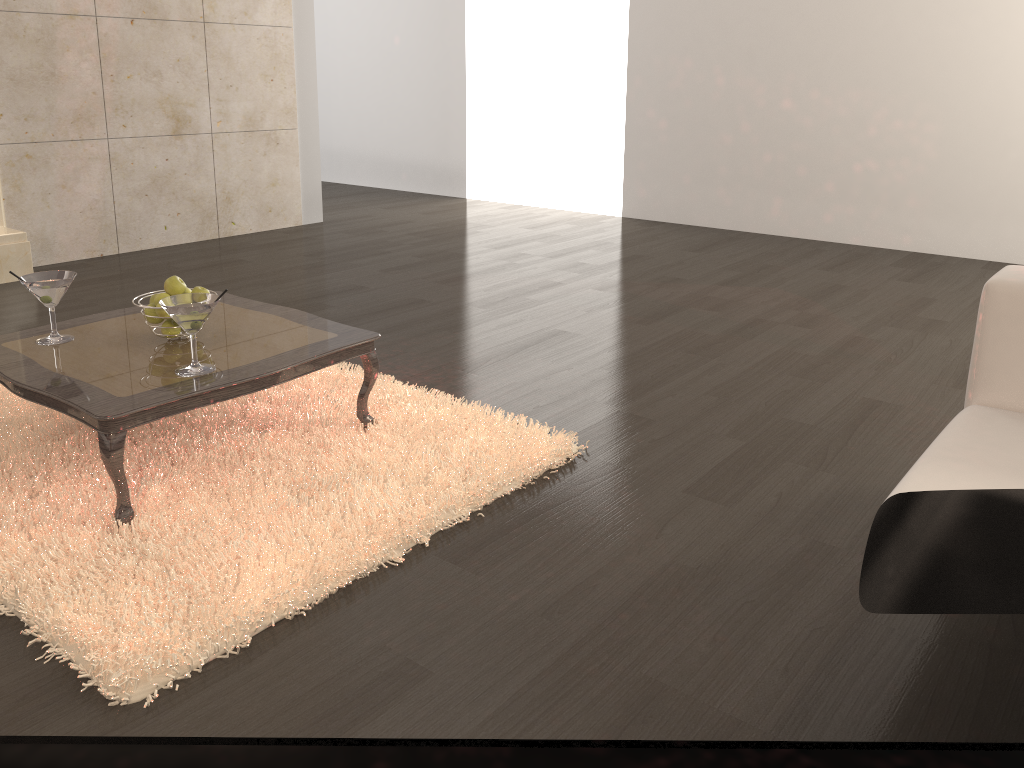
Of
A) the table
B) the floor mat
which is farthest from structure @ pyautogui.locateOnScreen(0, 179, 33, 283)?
the table

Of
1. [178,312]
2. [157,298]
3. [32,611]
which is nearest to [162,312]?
[157,298]

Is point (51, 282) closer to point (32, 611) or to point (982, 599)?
point (32, 611)

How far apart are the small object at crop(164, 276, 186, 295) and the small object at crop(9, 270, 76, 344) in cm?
26

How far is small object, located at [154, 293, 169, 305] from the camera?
2.5m

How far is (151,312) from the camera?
2.52m

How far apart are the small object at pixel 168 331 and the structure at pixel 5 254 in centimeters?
266cm

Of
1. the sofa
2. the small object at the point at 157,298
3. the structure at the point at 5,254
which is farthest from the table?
the structure at the point at 5,254

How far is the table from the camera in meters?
2.1

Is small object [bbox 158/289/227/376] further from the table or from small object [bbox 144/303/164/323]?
small object [bbox 144/303/164/323]
